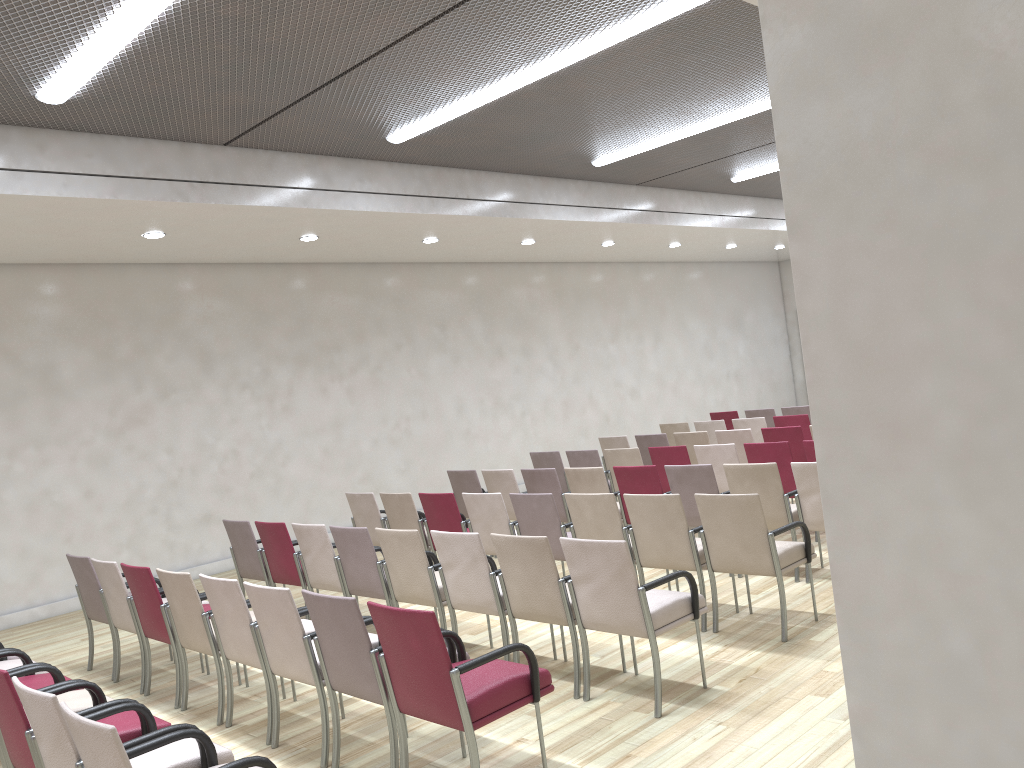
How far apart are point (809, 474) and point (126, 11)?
5.16m

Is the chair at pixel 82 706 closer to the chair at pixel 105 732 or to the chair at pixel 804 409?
the chair at pixel 105 732

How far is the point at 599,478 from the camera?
7.6m

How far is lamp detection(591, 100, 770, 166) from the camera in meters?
8.4 m

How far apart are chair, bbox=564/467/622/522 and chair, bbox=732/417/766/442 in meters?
3.7

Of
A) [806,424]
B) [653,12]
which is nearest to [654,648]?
[653,12]

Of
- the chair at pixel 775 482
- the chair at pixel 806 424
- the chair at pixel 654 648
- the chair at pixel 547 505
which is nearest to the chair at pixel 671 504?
the chair at pixel 547 505

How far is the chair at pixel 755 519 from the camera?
5.24m

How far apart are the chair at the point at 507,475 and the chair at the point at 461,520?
0.81m

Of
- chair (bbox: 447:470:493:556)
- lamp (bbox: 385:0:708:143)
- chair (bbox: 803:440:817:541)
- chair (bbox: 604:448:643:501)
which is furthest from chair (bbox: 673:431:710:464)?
lamp (bbox: 385:0:708:143)
